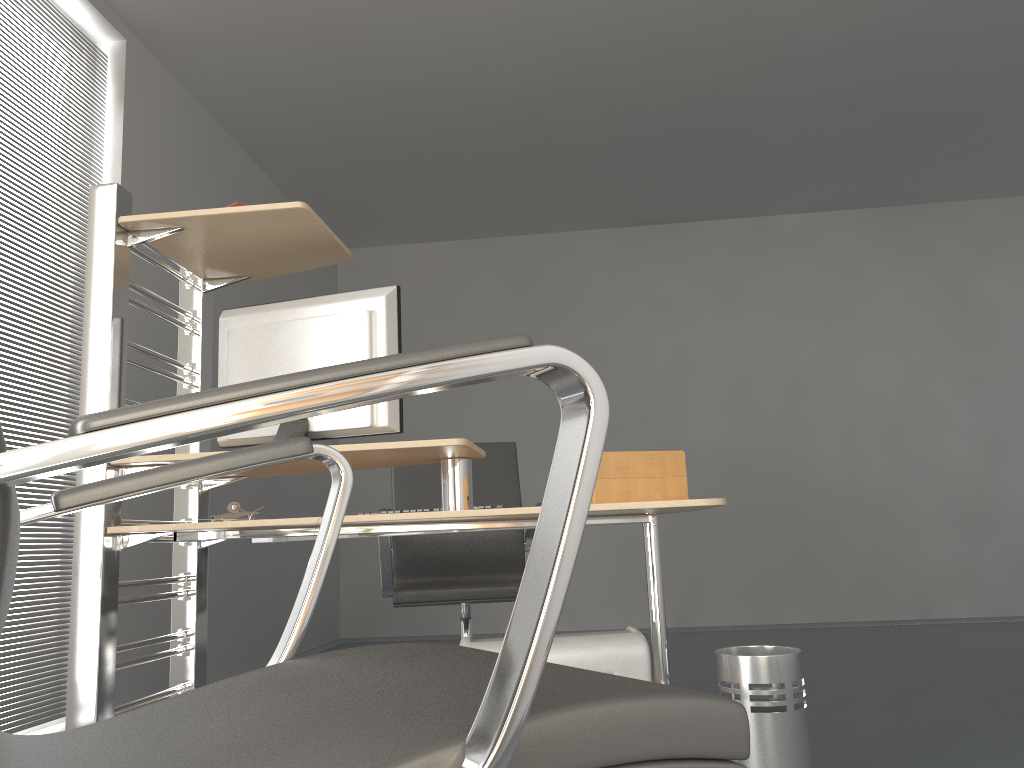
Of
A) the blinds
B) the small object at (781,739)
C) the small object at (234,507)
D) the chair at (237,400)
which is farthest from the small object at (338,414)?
the blinds

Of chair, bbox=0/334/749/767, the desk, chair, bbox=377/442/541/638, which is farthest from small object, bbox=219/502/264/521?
chair, bbox=0/334/749/767

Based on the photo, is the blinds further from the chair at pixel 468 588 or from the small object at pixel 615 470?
the small object at pixel 615 470

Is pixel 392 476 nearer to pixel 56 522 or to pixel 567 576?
pixel 56 522

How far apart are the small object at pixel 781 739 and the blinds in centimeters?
239cm

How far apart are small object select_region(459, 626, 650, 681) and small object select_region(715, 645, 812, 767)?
0.23m

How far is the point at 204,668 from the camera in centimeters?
247cm

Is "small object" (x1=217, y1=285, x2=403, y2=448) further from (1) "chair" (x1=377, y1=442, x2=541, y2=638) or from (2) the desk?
(1) "chair" (x1=377, y1=442, x2=541, y2=638)

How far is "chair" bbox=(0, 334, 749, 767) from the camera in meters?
0.5

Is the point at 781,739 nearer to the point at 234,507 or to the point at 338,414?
the point at 338,414
